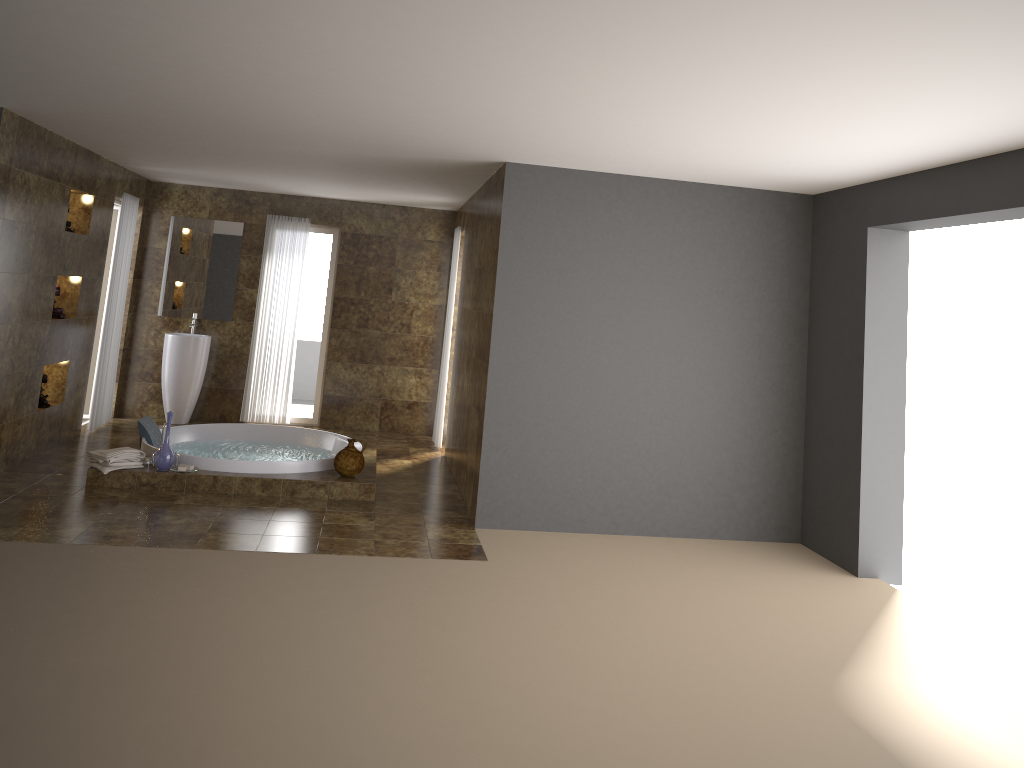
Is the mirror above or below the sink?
above

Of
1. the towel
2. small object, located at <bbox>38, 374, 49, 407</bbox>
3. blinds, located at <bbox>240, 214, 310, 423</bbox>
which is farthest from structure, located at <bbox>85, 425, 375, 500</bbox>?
blinds, located at <bbox>240, 214, 310, 423</bbox>

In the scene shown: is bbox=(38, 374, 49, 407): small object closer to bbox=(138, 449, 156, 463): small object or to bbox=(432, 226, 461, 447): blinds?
bbox=(138, 449, 156, 463): small object

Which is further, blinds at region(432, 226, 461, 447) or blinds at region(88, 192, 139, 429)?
blinds at region(432, 226, 461, 447)

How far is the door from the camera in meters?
9.0 m

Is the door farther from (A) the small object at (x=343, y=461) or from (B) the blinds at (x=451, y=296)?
(A) the small object at (x=343, y=461)

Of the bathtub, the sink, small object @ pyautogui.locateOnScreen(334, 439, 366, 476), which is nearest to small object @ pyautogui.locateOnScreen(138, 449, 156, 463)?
the bathtub

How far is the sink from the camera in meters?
9.0

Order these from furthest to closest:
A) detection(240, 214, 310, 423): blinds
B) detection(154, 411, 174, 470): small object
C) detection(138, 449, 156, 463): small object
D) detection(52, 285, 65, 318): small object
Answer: detection(240, 214, 310, 423): blinds → detection(52, 285, 65, 318): small object → detection(138, 449, 156, 463): small object → detection(154, 411, 174, 470): small object

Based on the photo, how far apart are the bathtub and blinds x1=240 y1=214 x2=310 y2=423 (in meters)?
1.30
